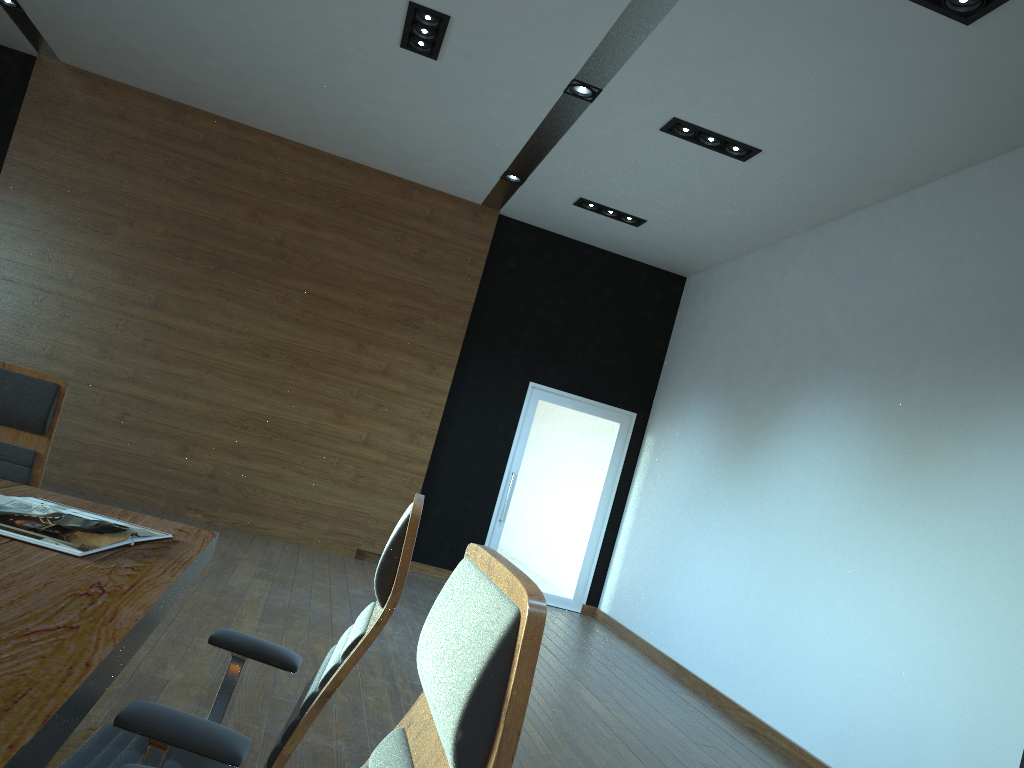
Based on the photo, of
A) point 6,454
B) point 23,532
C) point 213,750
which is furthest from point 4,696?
point 6,454

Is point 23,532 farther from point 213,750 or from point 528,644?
point 528,644

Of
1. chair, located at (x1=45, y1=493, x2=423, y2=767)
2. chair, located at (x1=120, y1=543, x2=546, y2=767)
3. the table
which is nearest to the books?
the table

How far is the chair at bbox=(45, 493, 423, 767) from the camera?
1.4 meters

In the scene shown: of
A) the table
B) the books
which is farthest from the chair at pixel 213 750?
the books

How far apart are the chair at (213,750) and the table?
0.06m

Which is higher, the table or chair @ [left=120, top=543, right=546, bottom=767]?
chair @ [left=120, top=543, right=546, bottom=767]

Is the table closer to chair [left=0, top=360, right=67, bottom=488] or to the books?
the books

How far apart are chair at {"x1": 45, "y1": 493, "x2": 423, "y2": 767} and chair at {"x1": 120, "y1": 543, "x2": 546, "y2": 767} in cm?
37

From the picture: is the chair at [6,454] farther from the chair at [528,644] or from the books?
the chair at [528,644]
